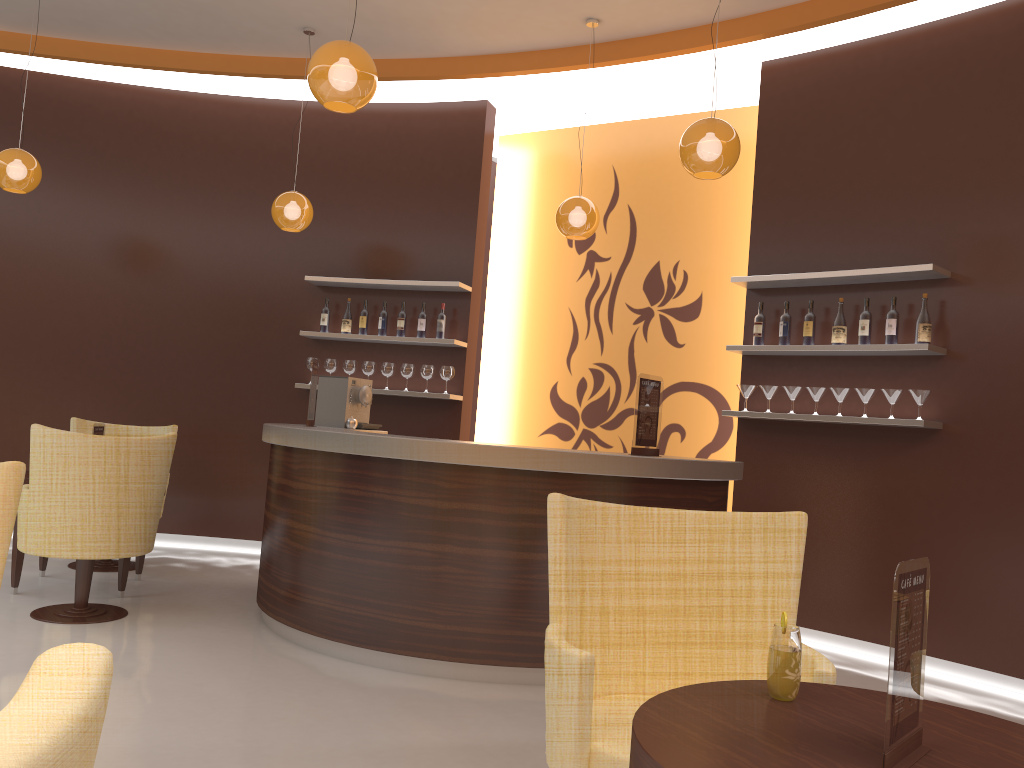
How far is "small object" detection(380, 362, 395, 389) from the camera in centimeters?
702cm

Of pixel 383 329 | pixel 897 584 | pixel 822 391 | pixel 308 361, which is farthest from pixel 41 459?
pixel 822 391

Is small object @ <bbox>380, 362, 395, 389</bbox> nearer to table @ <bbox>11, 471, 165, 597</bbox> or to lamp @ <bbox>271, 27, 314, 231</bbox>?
lamp @ <bbox>271, 27, 314, 231</bbox>

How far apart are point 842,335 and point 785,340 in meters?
0.4

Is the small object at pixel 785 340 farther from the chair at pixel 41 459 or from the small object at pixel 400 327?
the chair at pixel 41 459

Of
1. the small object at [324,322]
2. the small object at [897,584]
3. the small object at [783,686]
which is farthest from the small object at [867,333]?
the small object at [324,322]

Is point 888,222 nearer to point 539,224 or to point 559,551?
point 539,224

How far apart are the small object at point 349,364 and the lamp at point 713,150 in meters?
3.5

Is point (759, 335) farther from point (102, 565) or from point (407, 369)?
point (102, 565)

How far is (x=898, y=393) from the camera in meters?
5.1
